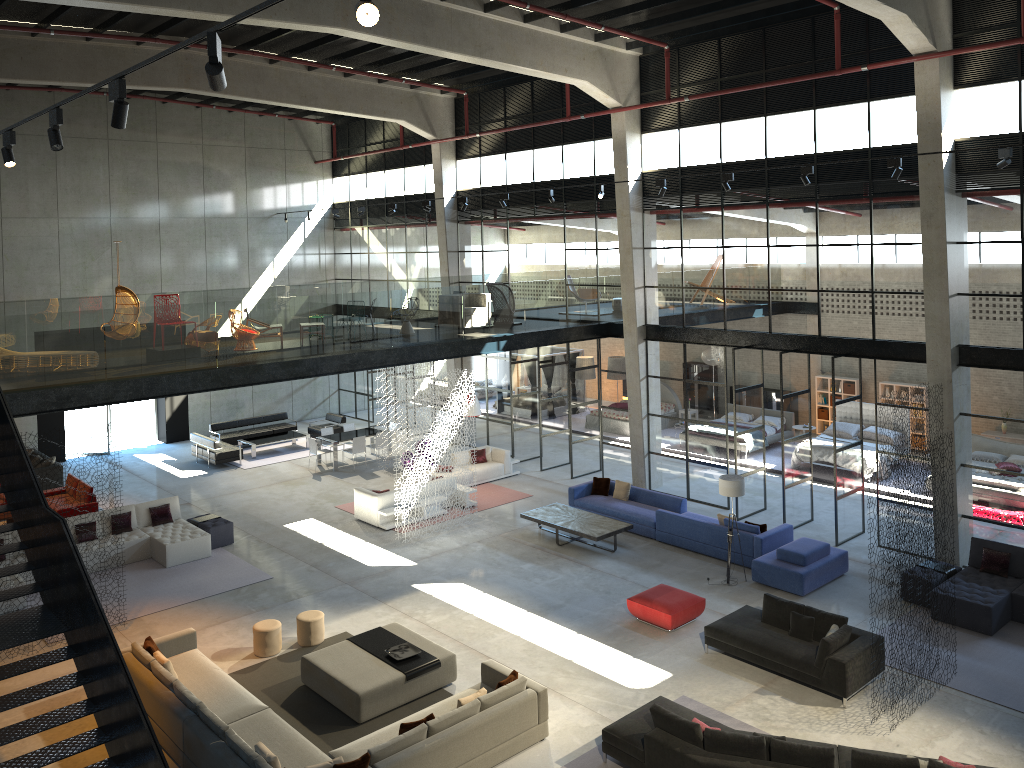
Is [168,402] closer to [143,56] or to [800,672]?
[143,56]

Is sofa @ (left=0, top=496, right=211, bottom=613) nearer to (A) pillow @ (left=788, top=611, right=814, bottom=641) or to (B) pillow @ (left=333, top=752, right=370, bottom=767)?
(B) pillow @ (left=333, top=752, right=370, bottom=767)

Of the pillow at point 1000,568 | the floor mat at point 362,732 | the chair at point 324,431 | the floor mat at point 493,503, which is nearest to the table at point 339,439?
the chair at point 324,431

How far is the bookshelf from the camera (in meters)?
25.42

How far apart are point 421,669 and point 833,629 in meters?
5.6 m

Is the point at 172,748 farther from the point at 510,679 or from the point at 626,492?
the point at 626,492

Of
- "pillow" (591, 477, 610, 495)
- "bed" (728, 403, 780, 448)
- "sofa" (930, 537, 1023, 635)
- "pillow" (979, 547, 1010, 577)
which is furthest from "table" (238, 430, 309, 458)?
"pillow" (979, 547, 1010, 577)

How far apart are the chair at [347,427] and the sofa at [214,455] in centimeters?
296cm

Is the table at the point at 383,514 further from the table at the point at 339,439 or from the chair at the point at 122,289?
the chair at the point at 122,289

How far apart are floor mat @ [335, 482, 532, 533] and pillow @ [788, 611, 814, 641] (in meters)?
8.85
